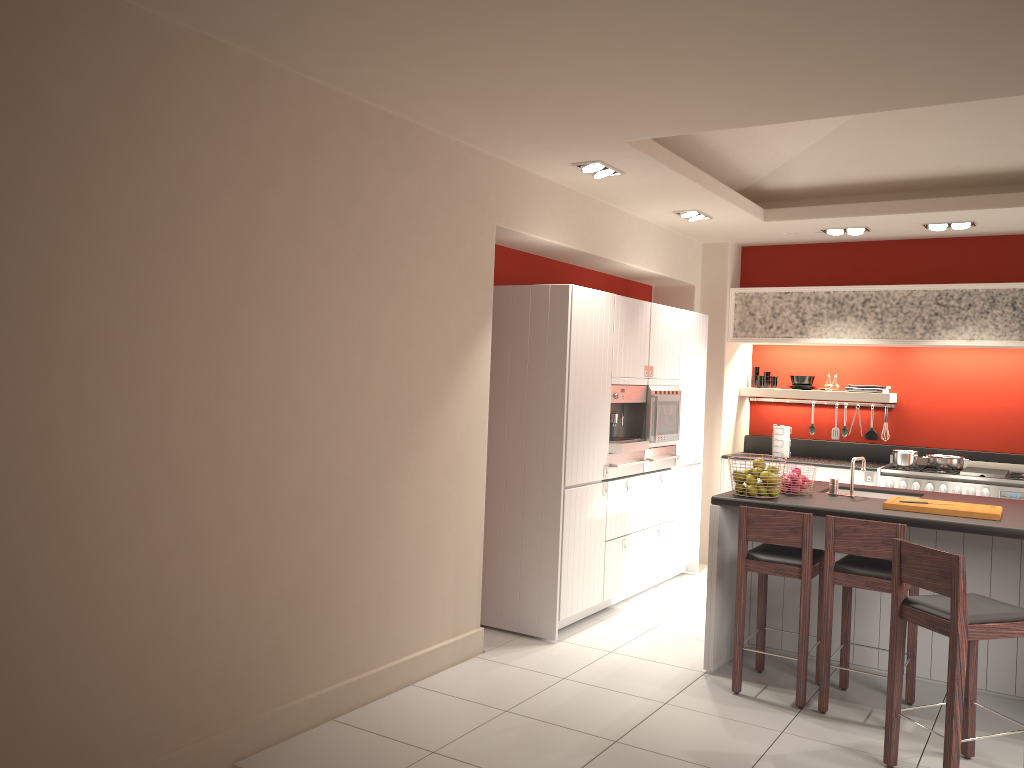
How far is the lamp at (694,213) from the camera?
6.96m

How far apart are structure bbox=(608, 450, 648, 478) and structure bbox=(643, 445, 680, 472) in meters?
0.1 m

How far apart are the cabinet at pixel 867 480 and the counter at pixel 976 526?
1.9m

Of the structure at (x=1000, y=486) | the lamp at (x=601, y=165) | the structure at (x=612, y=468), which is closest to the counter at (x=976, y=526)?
the structure at (x=612, y=468)

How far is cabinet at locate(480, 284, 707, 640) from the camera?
5.6m

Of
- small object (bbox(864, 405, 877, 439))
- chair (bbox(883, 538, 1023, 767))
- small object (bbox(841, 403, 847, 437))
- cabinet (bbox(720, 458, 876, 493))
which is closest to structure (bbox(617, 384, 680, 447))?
cabinet (bbox(720, 458, 876, 493))

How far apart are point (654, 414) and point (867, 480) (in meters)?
2.25

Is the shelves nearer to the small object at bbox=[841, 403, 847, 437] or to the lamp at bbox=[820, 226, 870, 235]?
the small object at bbox=[841, 403, 847, 437]

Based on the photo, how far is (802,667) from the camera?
4.63m

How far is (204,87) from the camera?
3.5m
